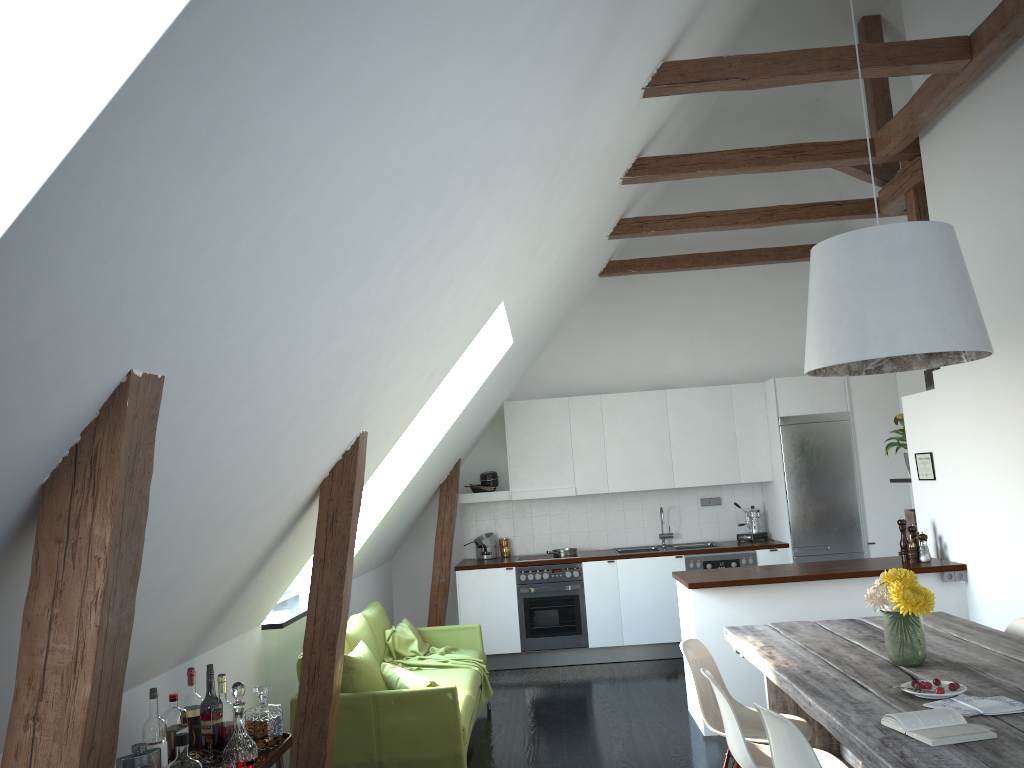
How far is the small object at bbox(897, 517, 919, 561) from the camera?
5.7 meters

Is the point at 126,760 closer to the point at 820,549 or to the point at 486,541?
the point at 486,541

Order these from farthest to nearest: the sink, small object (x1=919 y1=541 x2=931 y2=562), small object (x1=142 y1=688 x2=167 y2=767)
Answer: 1. the sink
2. small object (x1=919 y1=541 x2=931 y2=562)
3. small object (x1=142 y1=688 x2=167 y2=767)

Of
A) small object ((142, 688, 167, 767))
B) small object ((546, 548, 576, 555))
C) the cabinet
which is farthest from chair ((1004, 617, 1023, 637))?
small object ((546, 548, 576, 555))

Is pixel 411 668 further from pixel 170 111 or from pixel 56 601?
pixel 170 111

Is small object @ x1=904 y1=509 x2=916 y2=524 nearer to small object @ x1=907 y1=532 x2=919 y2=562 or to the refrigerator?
small object @ x1=907 y1=532 x2=919 y2=562

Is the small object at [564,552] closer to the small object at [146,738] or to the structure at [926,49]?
the structure at [926,49]

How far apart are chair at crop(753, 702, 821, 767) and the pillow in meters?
2.0 m

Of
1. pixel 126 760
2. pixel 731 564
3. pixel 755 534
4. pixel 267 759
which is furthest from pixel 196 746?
pixel 755 534

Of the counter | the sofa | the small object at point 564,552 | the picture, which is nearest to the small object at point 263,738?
the sofa
